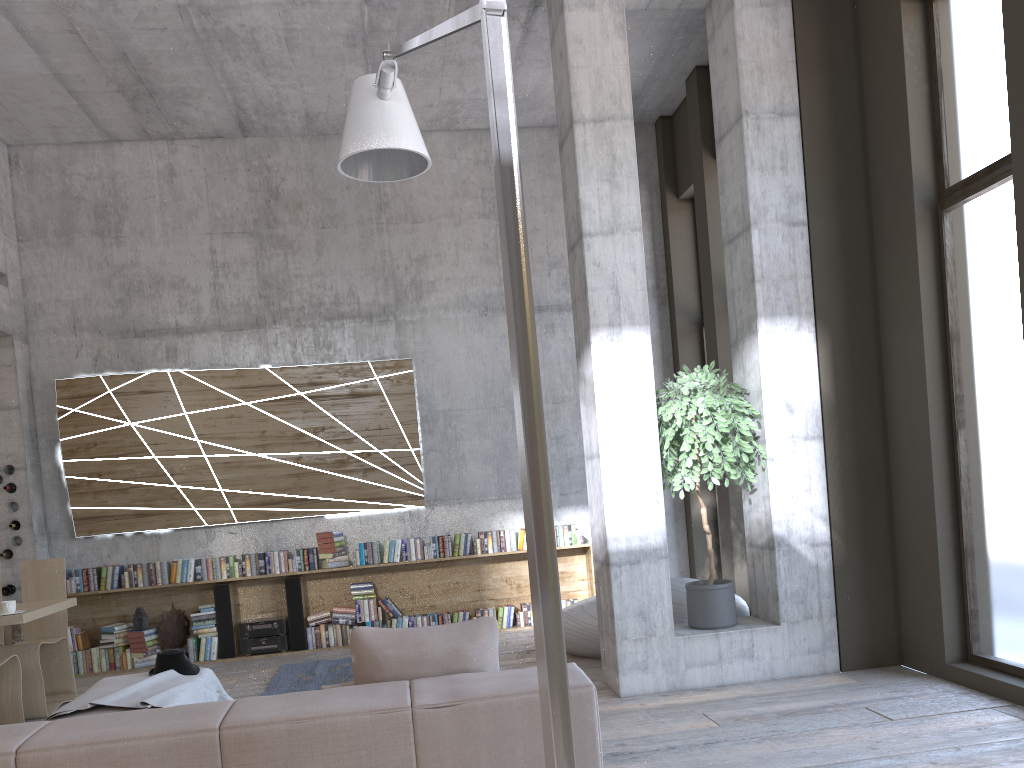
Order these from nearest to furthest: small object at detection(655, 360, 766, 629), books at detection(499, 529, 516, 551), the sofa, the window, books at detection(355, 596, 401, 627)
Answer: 1. the sofa
2. the window
3. small object at detection(655, 360, 766, 629)
4. books at detection(355, 596, 401, 627)
5. books at detection(499, 529, 516, 551)

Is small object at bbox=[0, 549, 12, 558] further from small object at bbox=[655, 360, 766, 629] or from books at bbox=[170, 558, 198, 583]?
small object at bbox=[655, 360, 766, 629]

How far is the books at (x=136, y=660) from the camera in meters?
8.1 m

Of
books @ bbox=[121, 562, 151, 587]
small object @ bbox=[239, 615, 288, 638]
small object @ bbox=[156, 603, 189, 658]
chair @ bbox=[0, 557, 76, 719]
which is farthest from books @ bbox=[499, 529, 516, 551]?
chair @ bbox=[0, 557, 76, 719]

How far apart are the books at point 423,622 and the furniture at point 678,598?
1.9 meters

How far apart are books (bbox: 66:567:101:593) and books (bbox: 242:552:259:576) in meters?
1.4

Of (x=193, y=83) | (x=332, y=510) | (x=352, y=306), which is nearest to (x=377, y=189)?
(x=352, y=306)

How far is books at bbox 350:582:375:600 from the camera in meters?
8.5 m

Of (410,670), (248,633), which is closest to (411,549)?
(248,633)

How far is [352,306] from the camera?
9.1m
